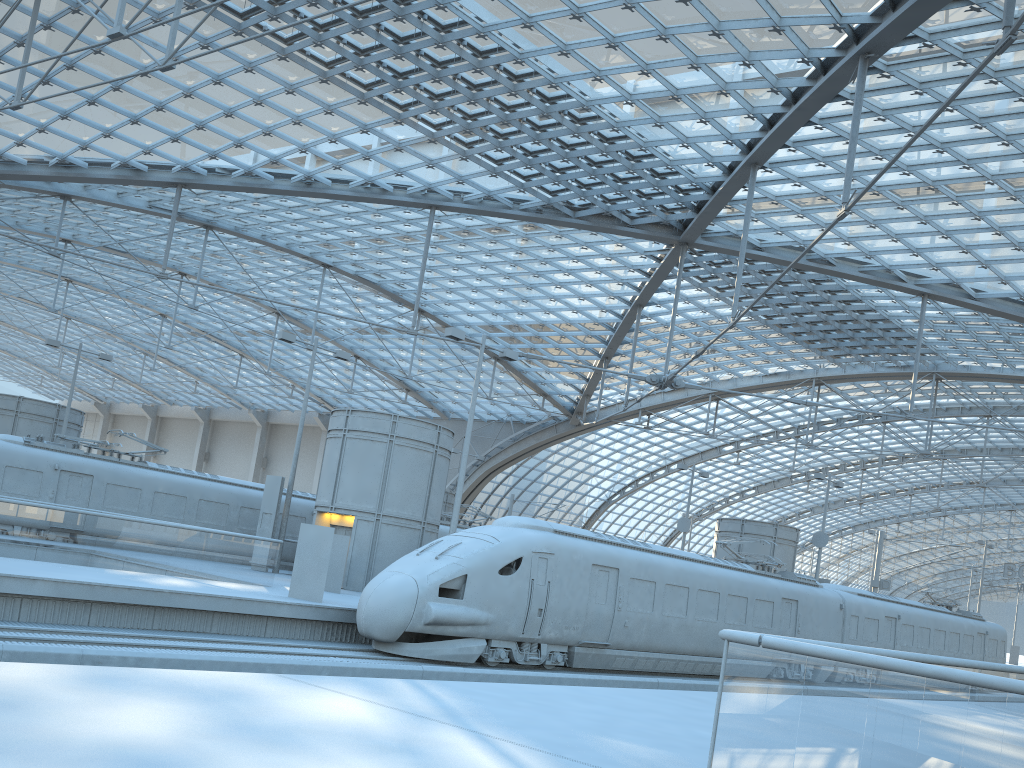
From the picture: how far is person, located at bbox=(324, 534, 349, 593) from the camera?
23.33m

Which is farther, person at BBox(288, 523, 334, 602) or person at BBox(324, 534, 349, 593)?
person at BBox(324, 534, 349, 593)

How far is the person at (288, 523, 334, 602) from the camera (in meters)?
18.91

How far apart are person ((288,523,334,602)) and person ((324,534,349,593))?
4.3 meters

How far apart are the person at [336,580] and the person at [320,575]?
4.3 meters

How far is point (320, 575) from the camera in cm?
1891

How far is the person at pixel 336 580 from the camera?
23.3 meters
